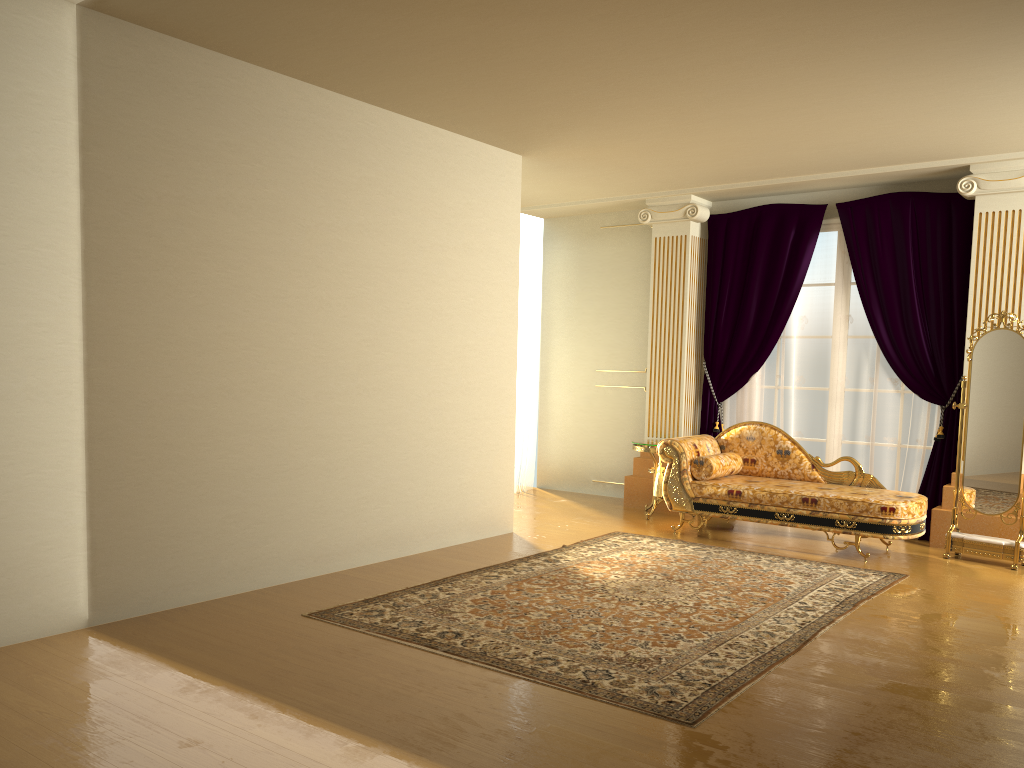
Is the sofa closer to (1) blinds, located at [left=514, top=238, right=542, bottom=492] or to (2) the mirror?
(2) the mirror

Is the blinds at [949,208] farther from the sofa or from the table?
the sofa

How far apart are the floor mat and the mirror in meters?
0.8

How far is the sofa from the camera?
5.8m

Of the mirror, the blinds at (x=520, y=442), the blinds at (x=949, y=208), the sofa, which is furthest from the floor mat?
the blinds at (x=520, y=442)

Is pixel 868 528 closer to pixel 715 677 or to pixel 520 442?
pixel 715 677

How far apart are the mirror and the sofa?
0.3m

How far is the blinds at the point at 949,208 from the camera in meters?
6.6 m

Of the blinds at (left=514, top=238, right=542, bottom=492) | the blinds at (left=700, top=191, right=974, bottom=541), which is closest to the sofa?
the blinds at (left=700, top=191, right=974, bottom=541)

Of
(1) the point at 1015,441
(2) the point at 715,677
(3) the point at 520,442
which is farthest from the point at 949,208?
(2) the point at 715,677
